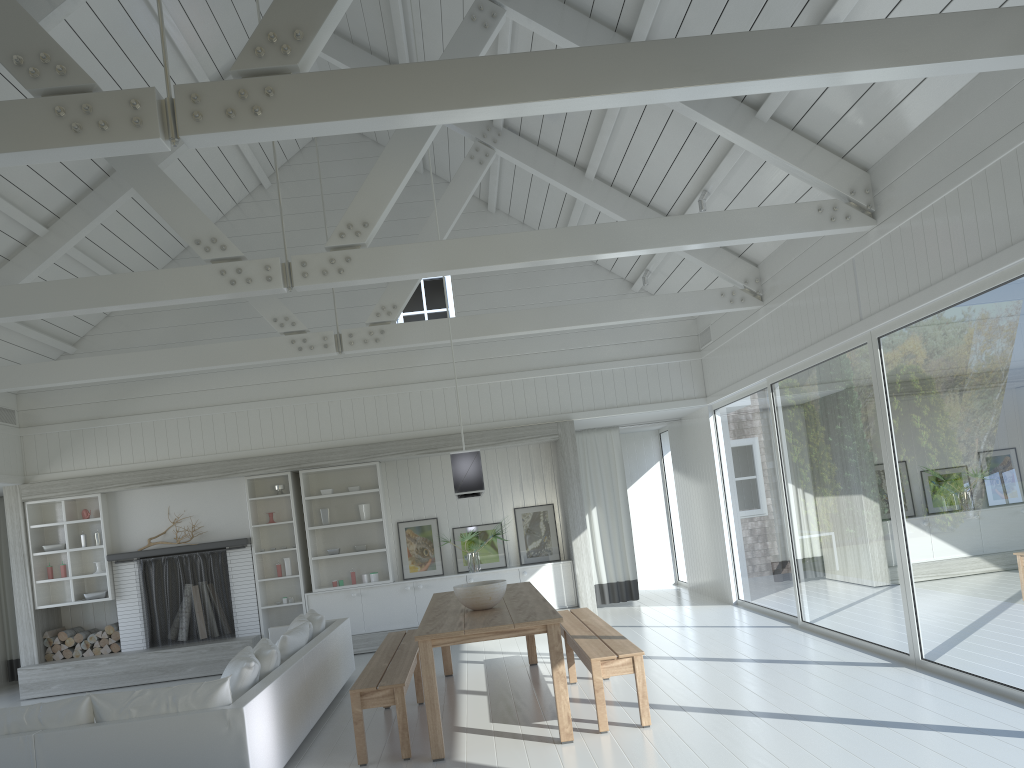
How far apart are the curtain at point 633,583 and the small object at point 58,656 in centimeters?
647cm

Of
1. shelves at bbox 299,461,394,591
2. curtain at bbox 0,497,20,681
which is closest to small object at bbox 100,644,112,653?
curtain at bbox 0,497,20,681

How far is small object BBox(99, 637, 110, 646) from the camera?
10.0m

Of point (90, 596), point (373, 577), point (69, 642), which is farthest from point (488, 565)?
point (69, 642)

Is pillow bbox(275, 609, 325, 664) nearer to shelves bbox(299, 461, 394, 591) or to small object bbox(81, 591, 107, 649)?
shelves bbox(299, 461, 394, 591)

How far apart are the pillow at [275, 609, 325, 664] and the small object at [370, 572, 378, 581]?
2.0 meters

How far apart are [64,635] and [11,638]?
1.6 meters

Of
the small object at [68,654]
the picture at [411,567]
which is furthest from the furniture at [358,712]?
the small object at [68,654]

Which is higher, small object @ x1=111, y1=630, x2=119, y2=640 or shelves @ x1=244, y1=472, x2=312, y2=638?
shelves @ x1=244, y1=472, x2=312, y2=638

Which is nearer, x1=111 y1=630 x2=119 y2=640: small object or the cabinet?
x1=111 y1=630 x2=119 y2=640: small object
